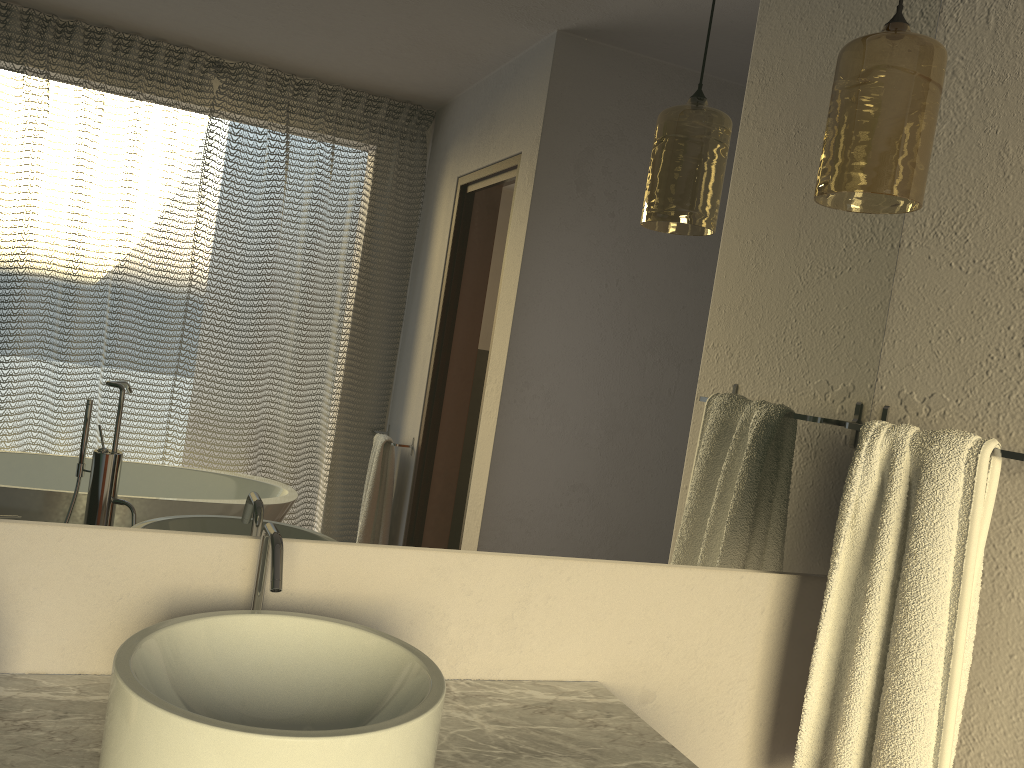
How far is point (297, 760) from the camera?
0.8 meters

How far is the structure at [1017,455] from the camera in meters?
1.2

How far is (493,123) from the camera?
1.3m

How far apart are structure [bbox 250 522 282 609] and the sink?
0.04m

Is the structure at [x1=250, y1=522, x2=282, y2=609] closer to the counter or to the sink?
the sink

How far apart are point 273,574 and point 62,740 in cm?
28

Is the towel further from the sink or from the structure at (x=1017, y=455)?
the sink

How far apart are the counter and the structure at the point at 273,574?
0.20m

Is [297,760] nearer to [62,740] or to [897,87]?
[62,740]

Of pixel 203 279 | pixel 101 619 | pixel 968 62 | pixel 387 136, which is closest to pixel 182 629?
pixel 101 619
